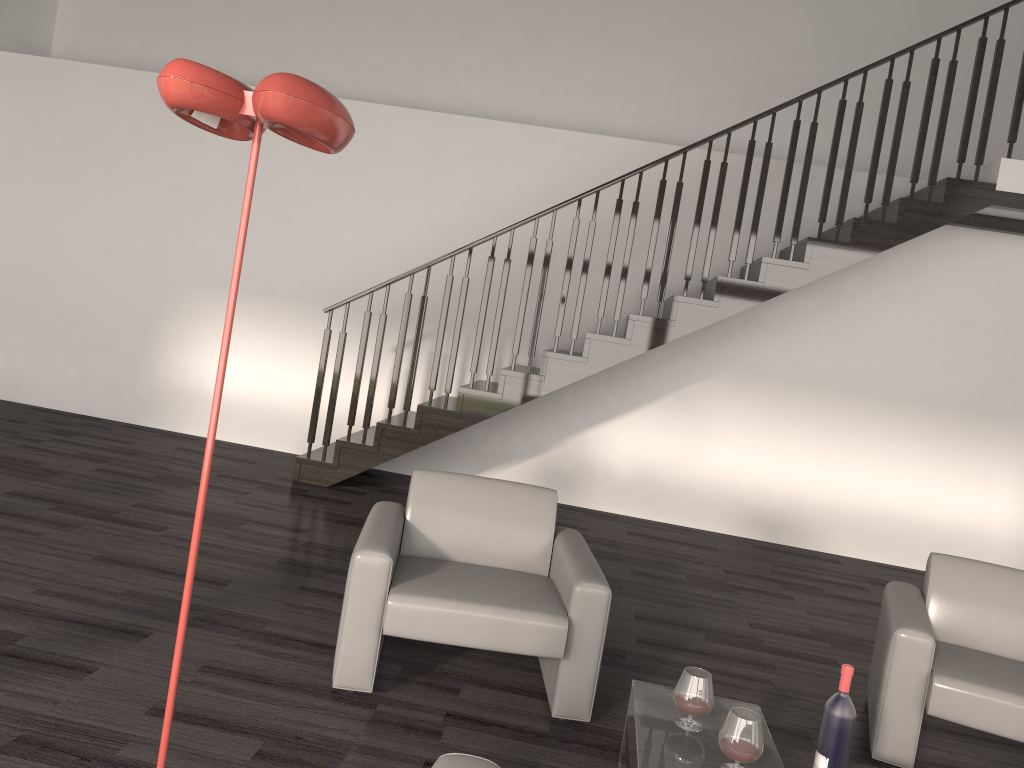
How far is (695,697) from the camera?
2.5 meters

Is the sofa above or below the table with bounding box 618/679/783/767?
above

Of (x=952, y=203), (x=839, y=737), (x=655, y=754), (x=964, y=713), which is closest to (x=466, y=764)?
(x=655, y=754)

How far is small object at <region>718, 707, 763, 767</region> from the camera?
2.3 meters

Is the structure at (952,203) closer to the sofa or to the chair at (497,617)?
the chair at (497,617)

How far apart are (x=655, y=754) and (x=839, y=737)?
0.5m

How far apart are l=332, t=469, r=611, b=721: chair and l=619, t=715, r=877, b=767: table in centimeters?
41cm

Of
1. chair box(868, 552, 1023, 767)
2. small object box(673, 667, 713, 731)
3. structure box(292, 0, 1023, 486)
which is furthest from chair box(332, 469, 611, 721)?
structure box(292, 0, 1023, 486)

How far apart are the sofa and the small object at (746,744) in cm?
80

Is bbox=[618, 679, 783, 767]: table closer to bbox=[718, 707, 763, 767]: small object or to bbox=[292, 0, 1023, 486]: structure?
bbox=[718, 707, 763, 767]: small object
